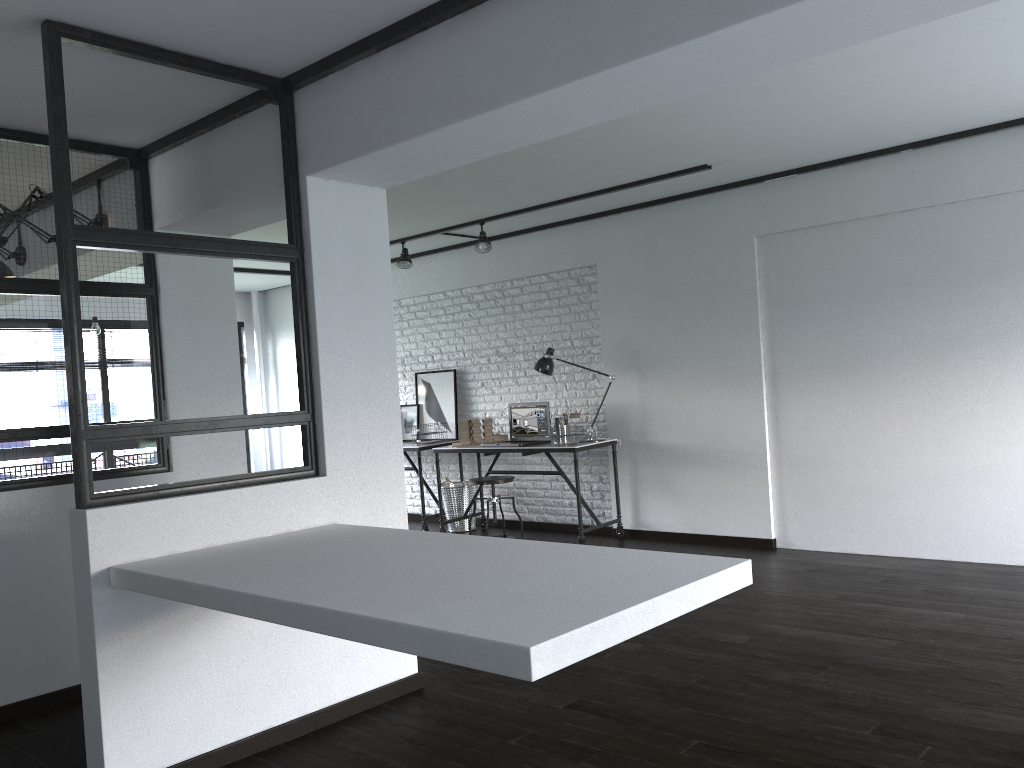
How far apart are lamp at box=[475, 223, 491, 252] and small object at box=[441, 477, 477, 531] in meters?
1.9

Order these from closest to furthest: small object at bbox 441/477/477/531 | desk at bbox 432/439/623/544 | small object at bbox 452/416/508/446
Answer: desk at bbox 432/439/623/544 → small object at bbox 452/416/508/446 → small object at bbox 441/477/477/531

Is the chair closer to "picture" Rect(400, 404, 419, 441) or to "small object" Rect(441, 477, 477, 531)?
"small object" Rect(441, 477, 477, 531)

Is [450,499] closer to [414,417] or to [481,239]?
[414,417]

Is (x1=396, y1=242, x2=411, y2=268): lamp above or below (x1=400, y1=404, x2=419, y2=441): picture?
above

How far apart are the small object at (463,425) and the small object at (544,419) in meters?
0.1 m

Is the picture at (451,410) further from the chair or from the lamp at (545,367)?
the chair

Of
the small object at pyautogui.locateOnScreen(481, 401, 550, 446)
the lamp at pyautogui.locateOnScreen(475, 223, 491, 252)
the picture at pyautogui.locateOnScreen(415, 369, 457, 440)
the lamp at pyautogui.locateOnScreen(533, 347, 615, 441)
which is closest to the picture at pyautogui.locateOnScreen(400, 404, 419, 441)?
the picture at pyautogui.locateOnScreen(415, 369, 457, 440)

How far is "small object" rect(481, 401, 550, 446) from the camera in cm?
665

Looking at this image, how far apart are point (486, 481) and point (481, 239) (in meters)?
1.76
